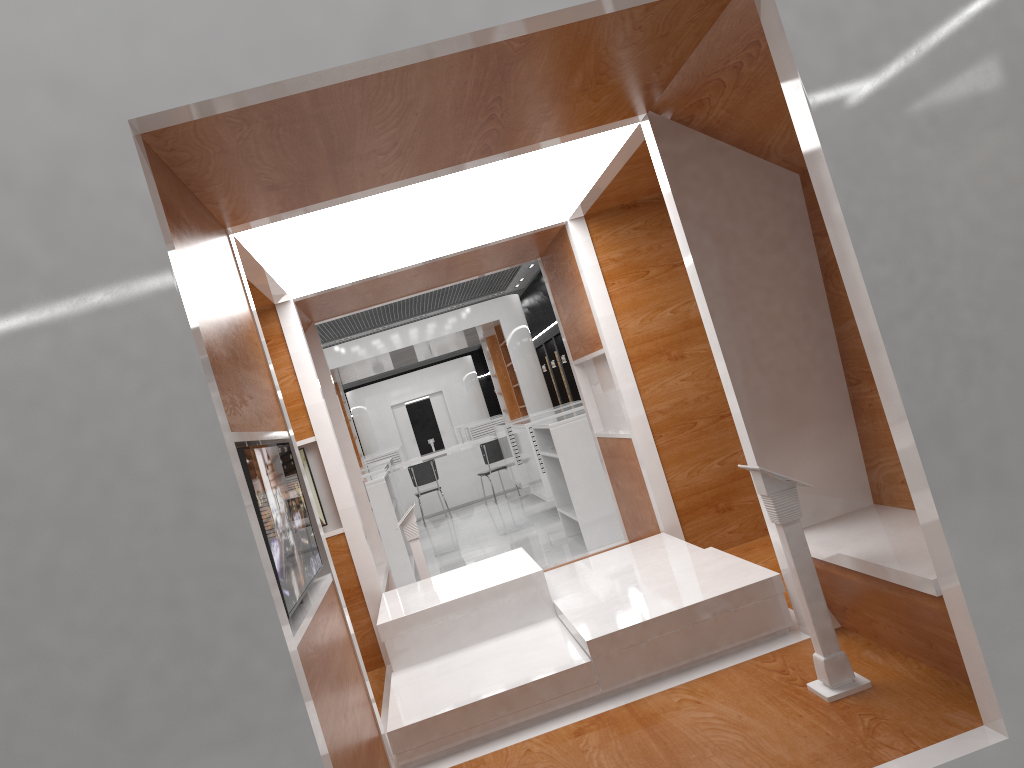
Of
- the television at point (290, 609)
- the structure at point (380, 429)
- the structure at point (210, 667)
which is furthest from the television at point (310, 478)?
the structure at point (380, 429)

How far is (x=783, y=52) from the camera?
2.4m

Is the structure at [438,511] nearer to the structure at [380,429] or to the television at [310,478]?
the structure at [380,429]

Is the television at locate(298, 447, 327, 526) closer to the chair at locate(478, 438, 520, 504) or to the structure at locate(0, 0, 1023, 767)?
the structure at locate(0, 0, 1023, 767)

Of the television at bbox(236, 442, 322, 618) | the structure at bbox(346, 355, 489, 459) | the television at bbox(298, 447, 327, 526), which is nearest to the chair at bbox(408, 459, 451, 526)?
the television at bbox(298, 447, 327, 526)

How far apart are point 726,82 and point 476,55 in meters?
1.1 m

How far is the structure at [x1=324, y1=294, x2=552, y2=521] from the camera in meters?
15.4

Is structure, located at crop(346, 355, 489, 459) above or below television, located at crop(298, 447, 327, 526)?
above

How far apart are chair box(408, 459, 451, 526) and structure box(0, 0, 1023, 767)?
7.8 meters

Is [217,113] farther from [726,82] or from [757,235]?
[757,235]
